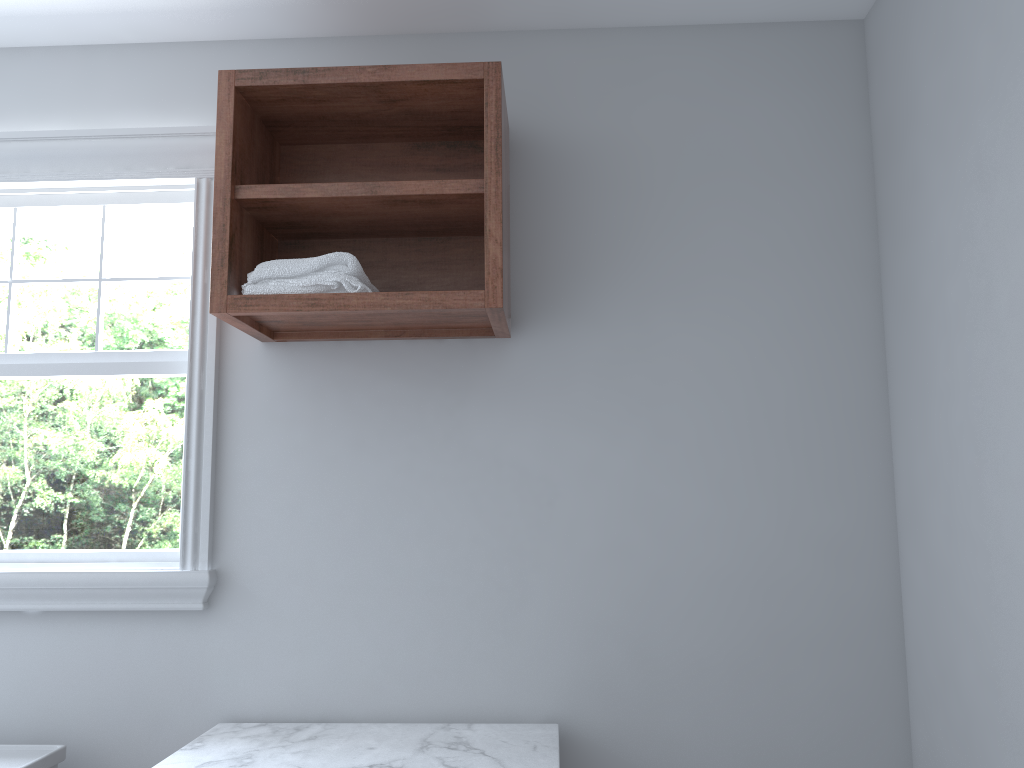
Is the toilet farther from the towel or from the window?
the towel

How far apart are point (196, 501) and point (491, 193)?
1.1m

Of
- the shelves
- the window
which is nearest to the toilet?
the window

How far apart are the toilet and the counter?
0.35m

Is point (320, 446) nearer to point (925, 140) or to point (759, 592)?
point (759, 592)

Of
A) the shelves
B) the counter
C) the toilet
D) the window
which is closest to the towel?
the shelves

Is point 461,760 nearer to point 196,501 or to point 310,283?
point 196,501

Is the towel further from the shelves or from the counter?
the counter

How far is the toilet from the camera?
2.0m

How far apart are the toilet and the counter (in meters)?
0.35
